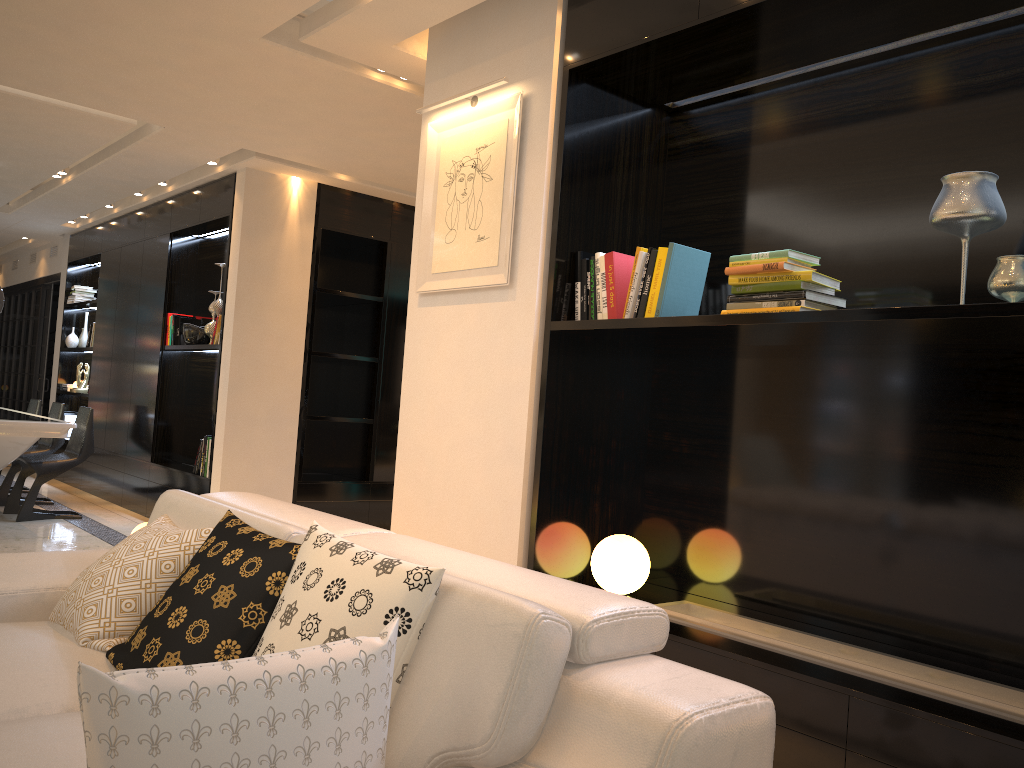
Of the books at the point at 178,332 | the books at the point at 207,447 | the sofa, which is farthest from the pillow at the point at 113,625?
the books at the point at 178,332

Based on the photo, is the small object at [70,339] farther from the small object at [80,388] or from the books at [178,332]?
the books at [178,332]

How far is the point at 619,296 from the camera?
3.1m

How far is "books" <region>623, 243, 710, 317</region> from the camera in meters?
2.9 m

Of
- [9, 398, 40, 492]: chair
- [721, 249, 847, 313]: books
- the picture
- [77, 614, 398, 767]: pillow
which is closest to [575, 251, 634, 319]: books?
the picture

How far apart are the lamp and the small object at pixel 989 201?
1.4m

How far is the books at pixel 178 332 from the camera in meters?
7.1 m

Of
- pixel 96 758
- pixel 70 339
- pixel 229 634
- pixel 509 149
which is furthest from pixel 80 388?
pixel 96 758

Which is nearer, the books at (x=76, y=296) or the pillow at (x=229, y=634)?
the pillow at (x=229, y=634)

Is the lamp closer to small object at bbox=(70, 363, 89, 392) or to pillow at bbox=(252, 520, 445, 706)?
pillow at bbox=(252, 520, 445, 706)
